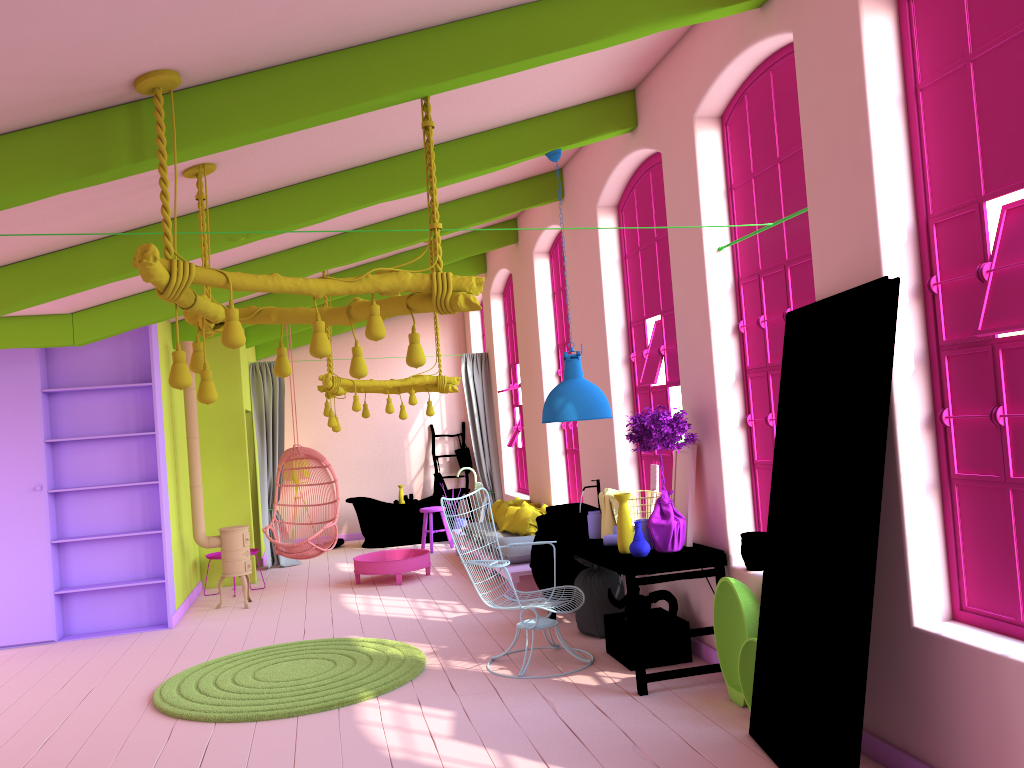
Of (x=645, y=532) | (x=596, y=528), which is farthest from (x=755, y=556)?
(x=596, y=528)

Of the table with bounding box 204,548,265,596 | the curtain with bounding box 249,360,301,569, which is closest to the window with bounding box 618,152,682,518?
the table with bounding box 204,548,265,596

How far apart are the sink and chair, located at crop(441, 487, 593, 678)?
0.8m

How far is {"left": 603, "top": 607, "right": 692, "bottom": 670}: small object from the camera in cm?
597

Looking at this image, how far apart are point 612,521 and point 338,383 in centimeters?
397cm

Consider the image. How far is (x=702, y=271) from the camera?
5.70m

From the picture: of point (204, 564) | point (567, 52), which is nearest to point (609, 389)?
point (567, 52)

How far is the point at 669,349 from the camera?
6.87m

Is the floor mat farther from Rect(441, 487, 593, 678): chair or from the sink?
the sink

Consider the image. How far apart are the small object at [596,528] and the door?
2.12m
